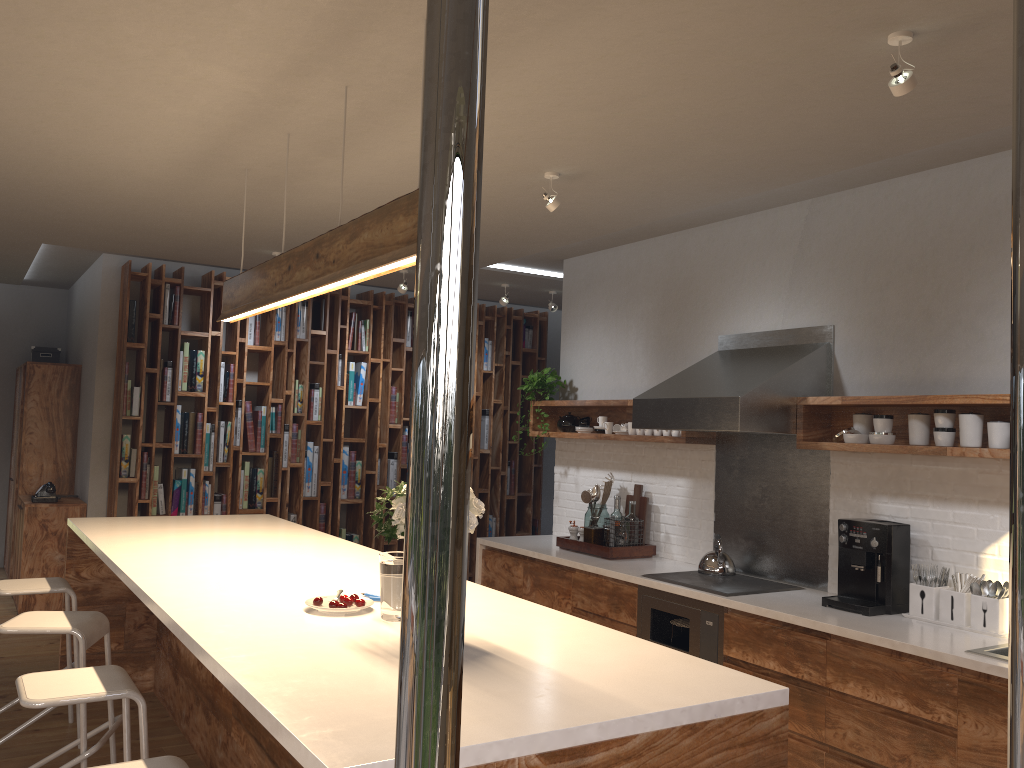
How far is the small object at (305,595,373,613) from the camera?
2.6 meters

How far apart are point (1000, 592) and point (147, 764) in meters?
3.2 m

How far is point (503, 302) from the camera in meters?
7.3 m

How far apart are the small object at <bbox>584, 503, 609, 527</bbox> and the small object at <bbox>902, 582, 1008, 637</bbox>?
2.15m

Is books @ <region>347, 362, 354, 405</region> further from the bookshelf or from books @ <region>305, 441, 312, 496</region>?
books @ <region>305, 441, 312, 496</region>

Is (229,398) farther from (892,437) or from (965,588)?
(965,588)

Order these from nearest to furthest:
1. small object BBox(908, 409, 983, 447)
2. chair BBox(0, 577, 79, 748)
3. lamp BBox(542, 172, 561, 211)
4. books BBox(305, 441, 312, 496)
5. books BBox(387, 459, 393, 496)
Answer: small object BBox(908, 409, 983, 447) → chair BBox(0, 577, 79, 748) → lamp BBox(542, 172, 561, 211) → books BBox(305, 441, 312, 496) → books BBox(387, 459, 393, 496)

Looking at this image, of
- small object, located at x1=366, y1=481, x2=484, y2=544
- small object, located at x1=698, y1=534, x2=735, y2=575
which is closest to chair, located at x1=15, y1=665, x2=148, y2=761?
small object, located at x1=366, y1=481, x2=484, y2=544

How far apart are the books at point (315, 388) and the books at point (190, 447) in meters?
1.0

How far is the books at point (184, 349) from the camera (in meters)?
6.95
